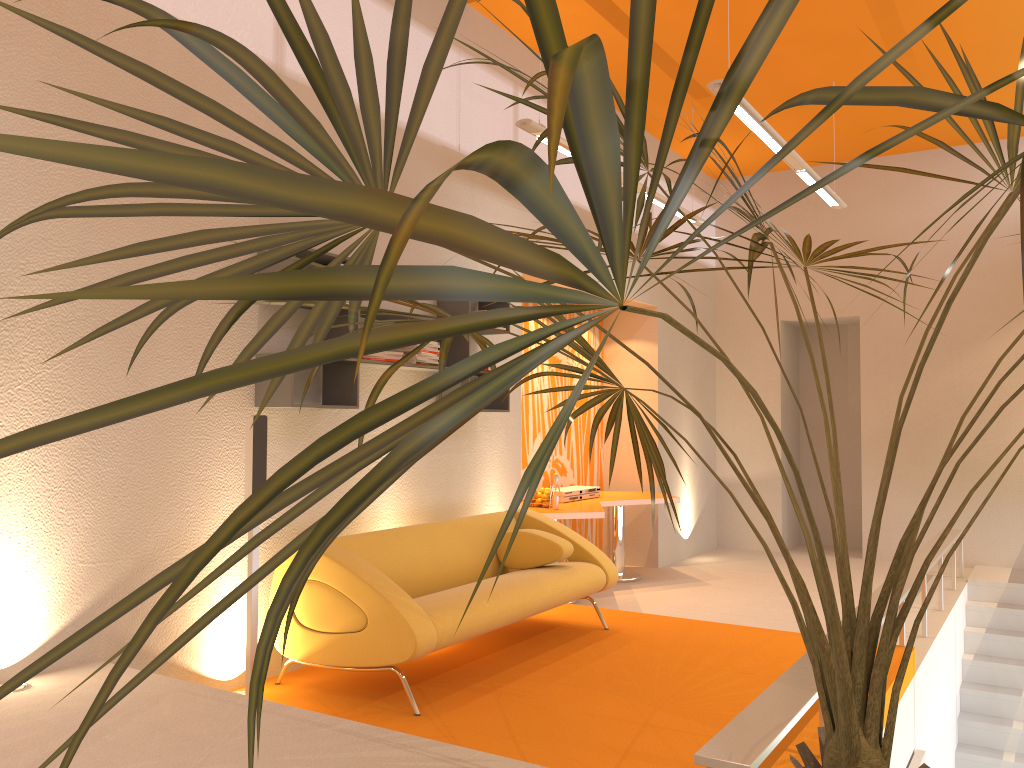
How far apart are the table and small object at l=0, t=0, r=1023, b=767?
3.3m

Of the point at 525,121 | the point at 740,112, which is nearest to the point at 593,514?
the point at 525,121

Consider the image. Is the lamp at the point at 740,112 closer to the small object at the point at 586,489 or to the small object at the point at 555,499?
the small object at the point at 555,499

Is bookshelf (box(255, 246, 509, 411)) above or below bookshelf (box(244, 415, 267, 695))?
above

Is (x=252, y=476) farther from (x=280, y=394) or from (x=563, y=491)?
(x=563, y=491)

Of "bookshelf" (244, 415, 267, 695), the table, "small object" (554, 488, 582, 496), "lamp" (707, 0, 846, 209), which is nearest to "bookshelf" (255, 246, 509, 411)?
"bookshelf" (244, 415, 267, 695)

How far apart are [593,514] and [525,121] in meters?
3.0

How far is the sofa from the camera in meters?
3.9 m

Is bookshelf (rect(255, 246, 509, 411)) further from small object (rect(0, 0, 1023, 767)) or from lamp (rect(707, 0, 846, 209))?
lamp (rect(707, 0, 846, 209))

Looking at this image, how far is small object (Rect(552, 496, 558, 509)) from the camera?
6.9m
